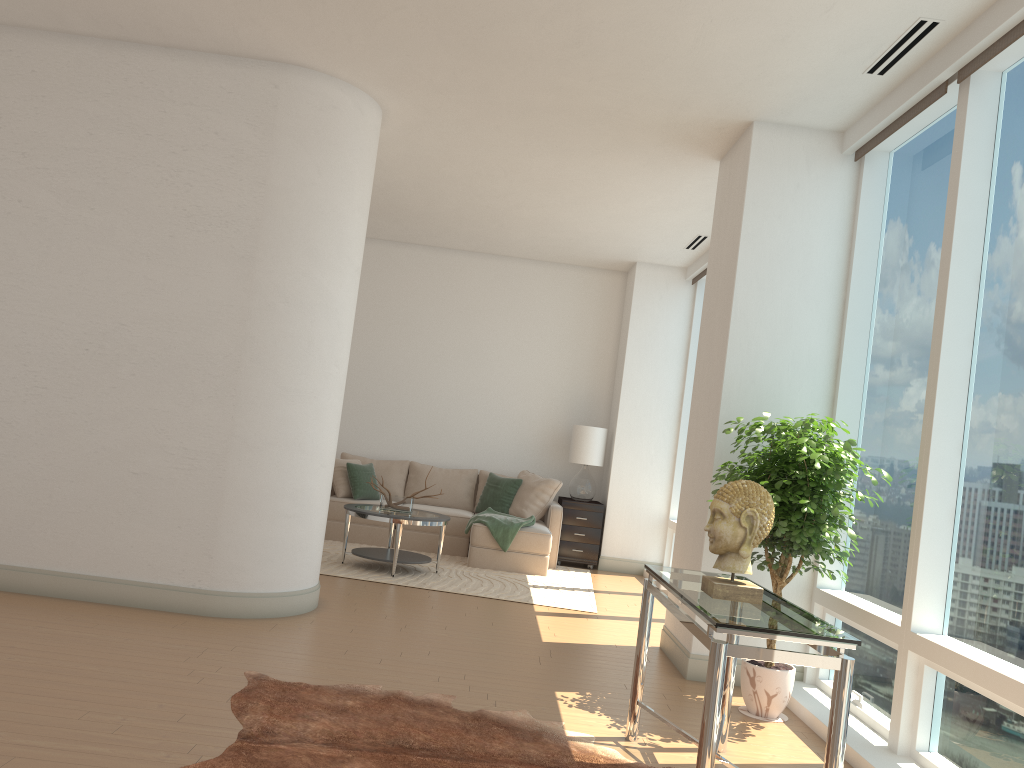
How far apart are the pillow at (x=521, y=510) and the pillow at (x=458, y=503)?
0.6 meters

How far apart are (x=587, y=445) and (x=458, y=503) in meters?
1.6

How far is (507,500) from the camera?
9.4m

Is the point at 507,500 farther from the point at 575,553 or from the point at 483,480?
the point at 575,553

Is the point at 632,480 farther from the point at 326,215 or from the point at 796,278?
the point at 326,215

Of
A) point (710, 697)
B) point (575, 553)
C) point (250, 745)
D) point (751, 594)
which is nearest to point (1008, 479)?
point (751, 594)

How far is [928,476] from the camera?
4.1 meters

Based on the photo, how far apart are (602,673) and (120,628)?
2.7m

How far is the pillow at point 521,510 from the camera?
9.3m

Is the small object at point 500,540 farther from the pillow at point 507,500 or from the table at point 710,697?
the table at point 710,697
